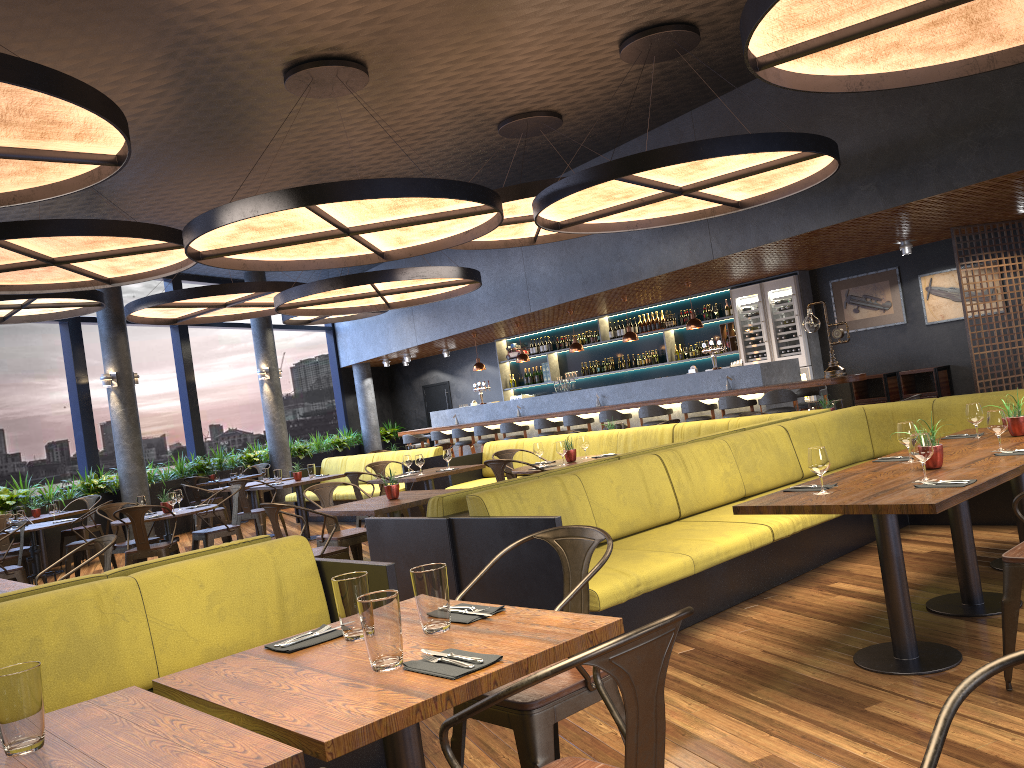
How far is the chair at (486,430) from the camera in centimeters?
1487cm

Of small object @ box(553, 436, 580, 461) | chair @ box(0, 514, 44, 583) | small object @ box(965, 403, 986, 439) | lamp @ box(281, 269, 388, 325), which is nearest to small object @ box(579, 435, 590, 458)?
small object @ box(553, 436, 580, 461)

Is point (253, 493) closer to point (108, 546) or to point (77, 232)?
point (77, 232)

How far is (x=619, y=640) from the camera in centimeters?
158cm

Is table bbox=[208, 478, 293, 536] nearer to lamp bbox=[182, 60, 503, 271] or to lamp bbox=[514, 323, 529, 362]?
lamp bbox=[182, 60, 503, 271]

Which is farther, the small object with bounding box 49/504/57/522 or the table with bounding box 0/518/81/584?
the small object with bounding box 49/504/57/522

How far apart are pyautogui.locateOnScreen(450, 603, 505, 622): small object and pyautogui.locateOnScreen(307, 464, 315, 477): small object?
9.1m

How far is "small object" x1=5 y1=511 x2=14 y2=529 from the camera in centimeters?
984cm

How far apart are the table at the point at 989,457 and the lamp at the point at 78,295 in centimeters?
980cm

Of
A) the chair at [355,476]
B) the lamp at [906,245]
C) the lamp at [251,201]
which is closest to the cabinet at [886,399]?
the lamp at [906,245]
